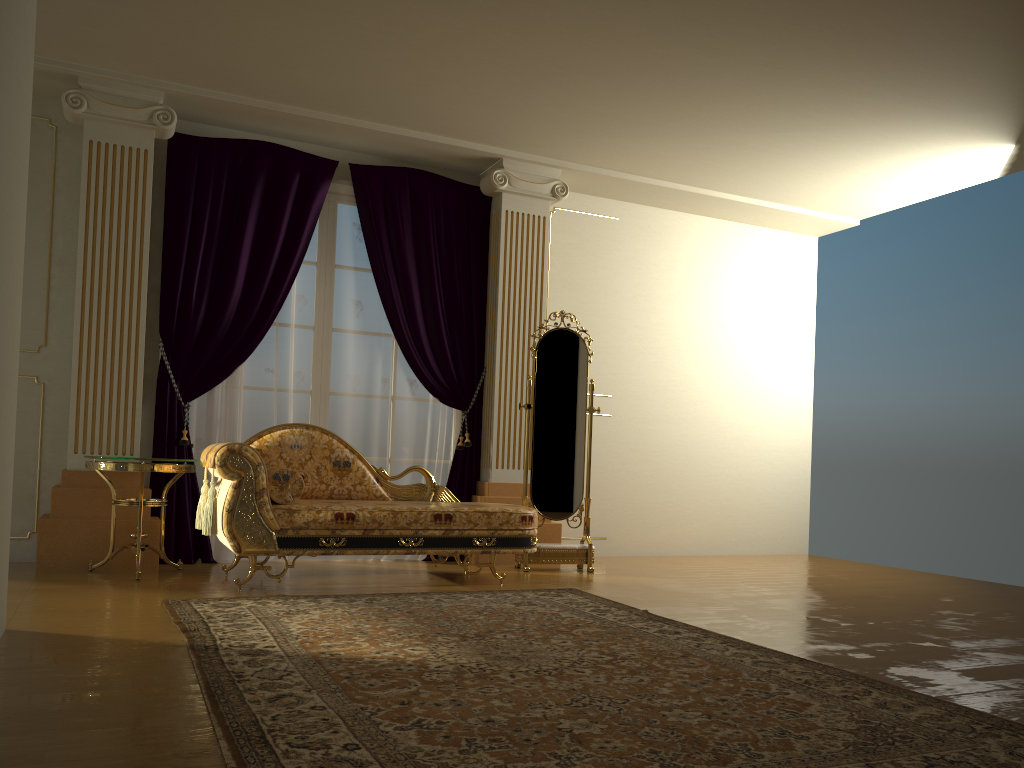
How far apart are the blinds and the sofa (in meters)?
0.60

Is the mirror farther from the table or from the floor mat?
the table

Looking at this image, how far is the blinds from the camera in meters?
5.4

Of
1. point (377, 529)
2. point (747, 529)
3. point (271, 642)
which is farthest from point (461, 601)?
point (747, 529)

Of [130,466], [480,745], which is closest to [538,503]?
[130,466]

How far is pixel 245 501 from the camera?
4.3 meters

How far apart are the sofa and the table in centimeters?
13cm

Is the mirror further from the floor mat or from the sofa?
the floor mat

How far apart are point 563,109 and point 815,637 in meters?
3.3 m

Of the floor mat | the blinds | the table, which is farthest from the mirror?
the table
